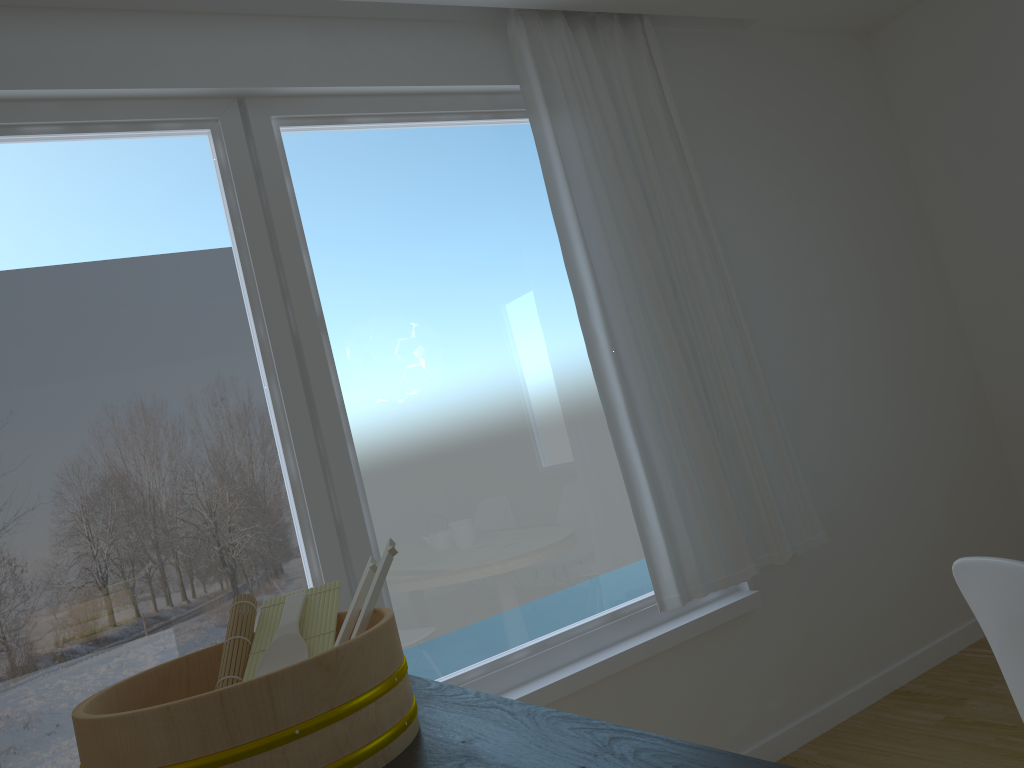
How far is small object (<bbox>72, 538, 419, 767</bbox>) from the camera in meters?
0.9

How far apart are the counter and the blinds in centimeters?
167cm

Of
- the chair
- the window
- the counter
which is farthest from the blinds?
the counter

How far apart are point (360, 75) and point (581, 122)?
0.78m

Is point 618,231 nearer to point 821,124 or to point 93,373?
point 821,124

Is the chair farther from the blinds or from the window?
the window

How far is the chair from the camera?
1.33m

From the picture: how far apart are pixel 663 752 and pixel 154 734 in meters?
0.5

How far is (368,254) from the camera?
2.8m

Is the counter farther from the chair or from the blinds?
the blinds
